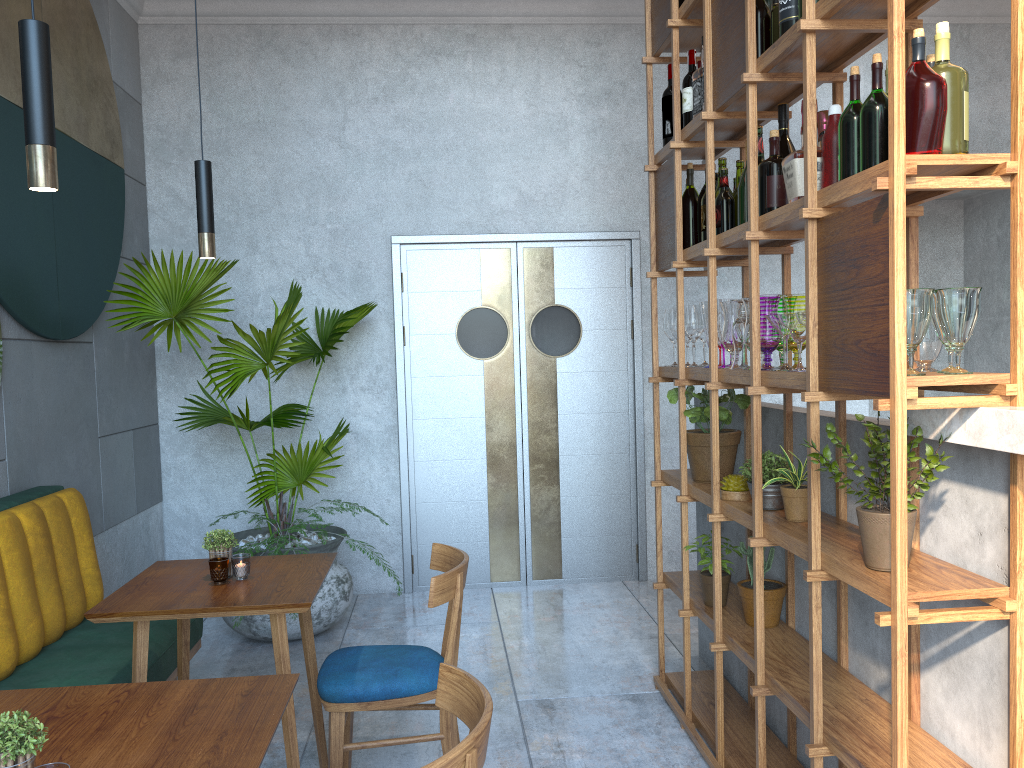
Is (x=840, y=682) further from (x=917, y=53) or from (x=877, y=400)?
(x=917, y=53)

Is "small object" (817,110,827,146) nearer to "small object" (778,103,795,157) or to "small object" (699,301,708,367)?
"small object" (778,103,795,157)

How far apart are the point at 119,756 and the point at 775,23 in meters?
2.4 m

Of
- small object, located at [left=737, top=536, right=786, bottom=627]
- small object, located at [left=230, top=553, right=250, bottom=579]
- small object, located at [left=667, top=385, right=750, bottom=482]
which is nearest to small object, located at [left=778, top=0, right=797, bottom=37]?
small object, located at [left=667, top=385, right=750, bottom=482]

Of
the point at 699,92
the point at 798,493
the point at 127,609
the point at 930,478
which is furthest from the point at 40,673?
the point at 699,92

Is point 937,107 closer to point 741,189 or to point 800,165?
point 800,165

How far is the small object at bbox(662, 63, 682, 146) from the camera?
3.4m

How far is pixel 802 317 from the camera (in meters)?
2.16

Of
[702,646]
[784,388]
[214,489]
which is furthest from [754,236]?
[214,489]

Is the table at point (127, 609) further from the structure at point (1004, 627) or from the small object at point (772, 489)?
the structure at point (1004, 627)
